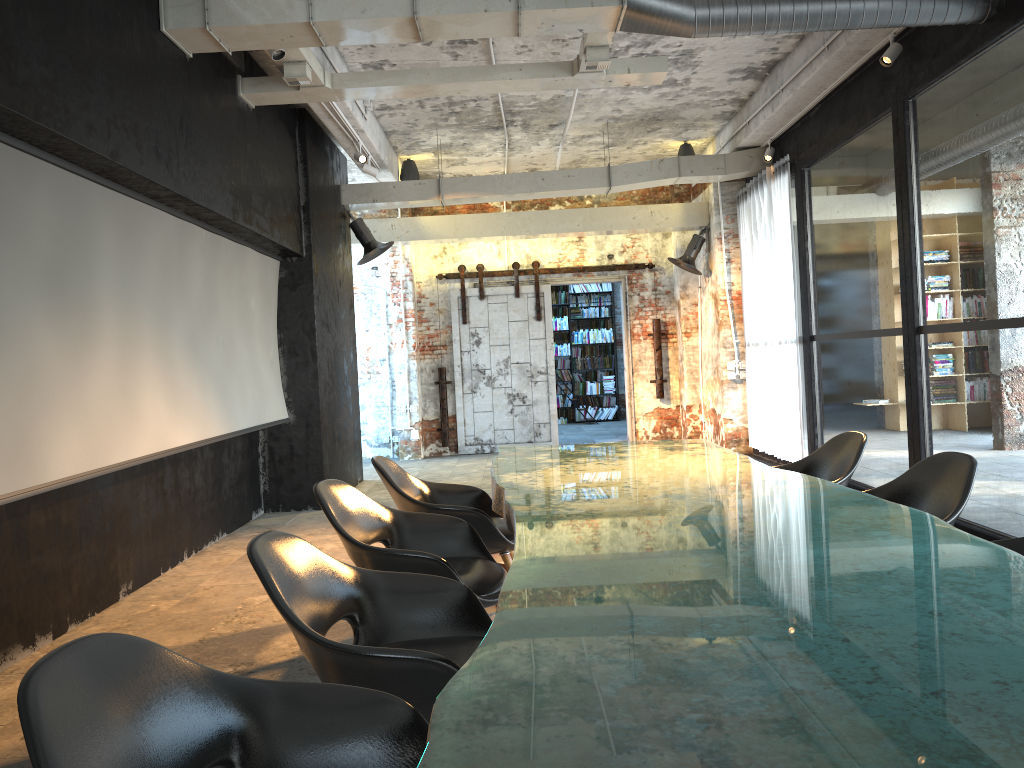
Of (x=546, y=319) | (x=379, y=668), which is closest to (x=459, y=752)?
(x=379, y=668)

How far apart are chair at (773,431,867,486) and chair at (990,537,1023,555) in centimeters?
133cm

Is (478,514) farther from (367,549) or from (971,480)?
(971,480)

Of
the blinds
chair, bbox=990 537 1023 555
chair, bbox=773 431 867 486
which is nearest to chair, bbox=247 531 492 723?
chair, bbox=990 537 1023 555

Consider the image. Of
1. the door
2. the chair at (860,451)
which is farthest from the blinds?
the chair at (860,451)

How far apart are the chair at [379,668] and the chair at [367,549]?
0.4m

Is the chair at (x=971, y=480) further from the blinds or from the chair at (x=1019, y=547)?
the blinds

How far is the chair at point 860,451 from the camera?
4.33m

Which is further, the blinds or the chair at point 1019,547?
the blinds

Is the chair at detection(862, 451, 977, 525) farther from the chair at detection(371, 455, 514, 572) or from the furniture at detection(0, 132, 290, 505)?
the furniture at detection(0, 132, 290, 505)
